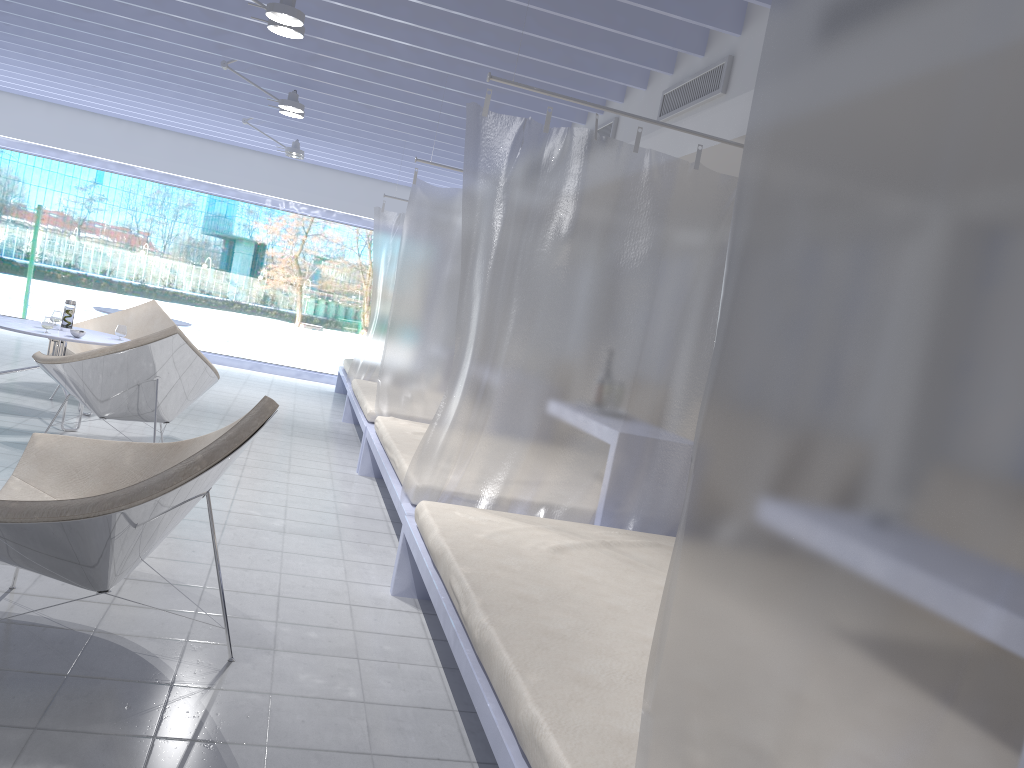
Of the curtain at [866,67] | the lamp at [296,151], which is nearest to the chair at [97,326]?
the lamp at [296,151]

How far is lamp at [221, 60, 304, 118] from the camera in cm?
595

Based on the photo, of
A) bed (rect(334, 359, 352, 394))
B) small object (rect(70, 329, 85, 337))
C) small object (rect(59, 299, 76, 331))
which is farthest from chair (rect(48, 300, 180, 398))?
bed (rect(334, 359, 352, 394))

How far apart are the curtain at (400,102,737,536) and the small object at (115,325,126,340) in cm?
284

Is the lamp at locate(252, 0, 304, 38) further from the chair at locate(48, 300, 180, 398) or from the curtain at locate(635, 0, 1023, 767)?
the curtain at locate(635, 0, 1023, 767)

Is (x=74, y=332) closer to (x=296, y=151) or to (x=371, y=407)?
(x=371, y=407)

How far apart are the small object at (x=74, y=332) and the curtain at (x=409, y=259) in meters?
1.7

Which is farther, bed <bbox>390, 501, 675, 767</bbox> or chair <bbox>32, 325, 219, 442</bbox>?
chair <bbox>32, 325, 219, 442</bbox>

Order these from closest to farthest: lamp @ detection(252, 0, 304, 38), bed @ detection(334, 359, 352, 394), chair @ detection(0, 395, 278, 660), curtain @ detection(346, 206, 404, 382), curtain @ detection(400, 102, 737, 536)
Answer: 1. chair @ detection(0, 395, 278, 660)
2. curtain @ detection(400, 102, 737, 536)
3. lamp @ detection(252, 0, 304, 38)
4. curtain @ detection(346, 206, 404, 382)
5. bed @ detection(334, 359, 352, 394)

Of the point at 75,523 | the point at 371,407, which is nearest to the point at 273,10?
the point at 371,407
